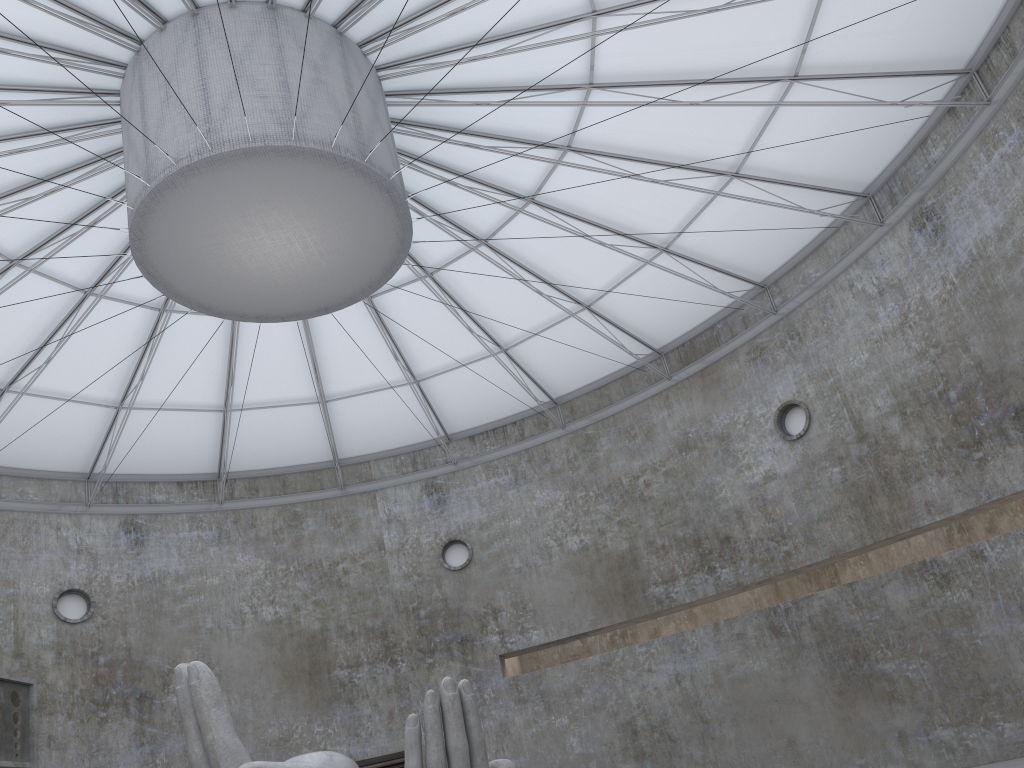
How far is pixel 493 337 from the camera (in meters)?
35.59

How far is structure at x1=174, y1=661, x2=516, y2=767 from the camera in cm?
1574

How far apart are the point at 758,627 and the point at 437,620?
13.8 meters

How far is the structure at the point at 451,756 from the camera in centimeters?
1574cm

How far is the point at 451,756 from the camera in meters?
15.7 m
